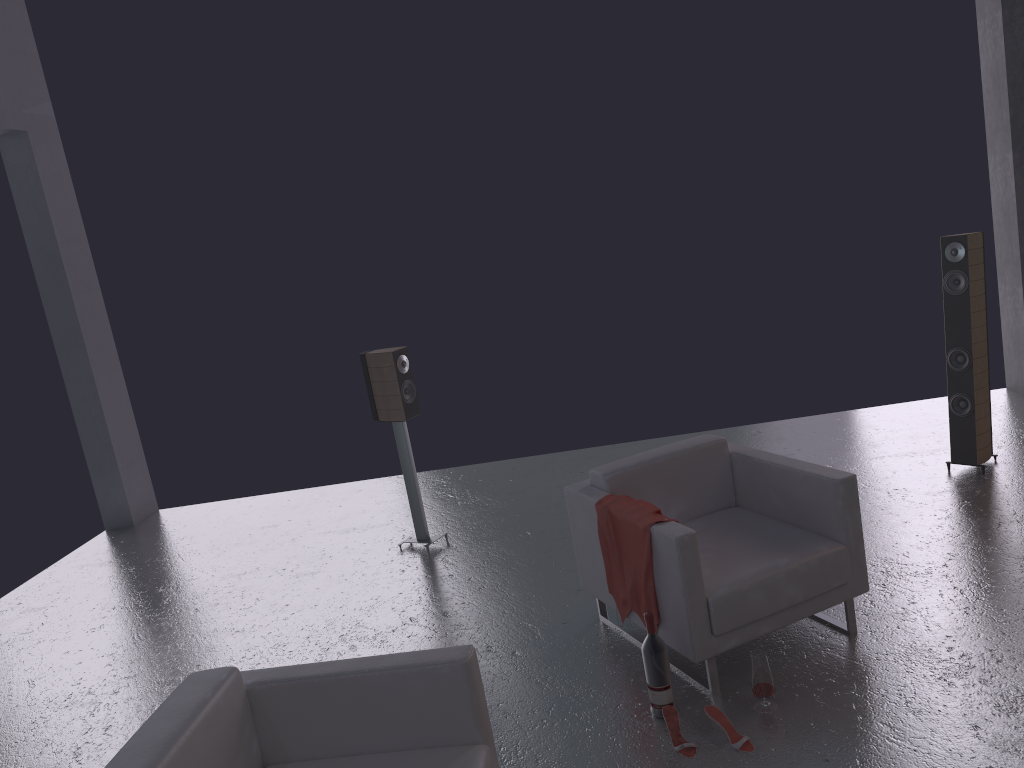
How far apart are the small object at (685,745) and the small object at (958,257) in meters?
3.1

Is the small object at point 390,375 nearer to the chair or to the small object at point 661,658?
the chair

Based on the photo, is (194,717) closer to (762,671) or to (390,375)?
(762,671)

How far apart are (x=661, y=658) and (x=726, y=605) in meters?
0.3 m

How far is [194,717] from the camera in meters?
2.6

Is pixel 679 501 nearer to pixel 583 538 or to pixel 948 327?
pixel 583 538

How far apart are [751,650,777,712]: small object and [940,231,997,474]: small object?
2.80m

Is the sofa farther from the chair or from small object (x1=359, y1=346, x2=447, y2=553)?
small object (x1=359, y1=346, x2=447, y2=553)

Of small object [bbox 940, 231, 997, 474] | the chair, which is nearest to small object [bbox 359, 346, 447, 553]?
the chair

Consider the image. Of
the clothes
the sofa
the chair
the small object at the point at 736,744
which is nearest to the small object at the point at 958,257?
the chair
